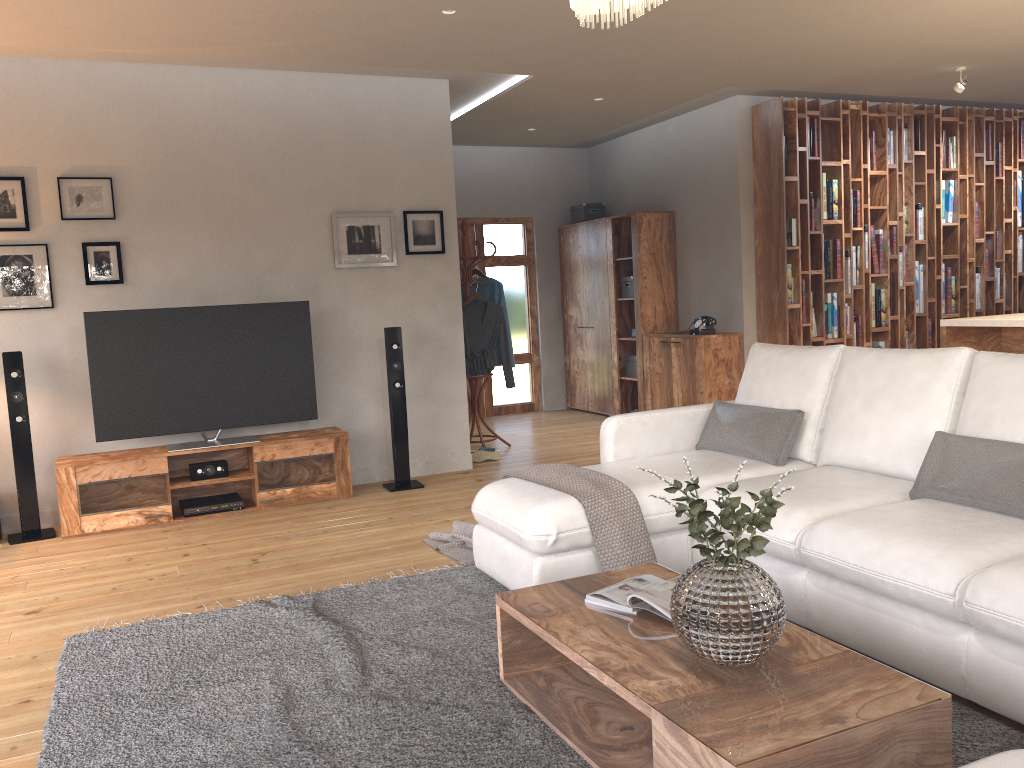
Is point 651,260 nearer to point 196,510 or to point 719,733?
point 196,510

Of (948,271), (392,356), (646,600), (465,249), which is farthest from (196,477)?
(948,271)

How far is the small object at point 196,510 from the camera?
5.4 meters

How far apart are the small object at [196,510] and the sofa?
2.2 meters

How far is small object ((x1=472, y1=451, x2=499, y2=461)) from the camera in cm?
678

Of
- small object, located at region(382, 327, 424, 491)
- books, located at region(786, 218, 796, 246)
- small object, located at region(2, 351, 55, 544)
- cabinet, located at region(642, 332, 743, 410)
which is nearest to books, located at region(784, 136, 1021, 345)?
books, located at region(786, 218, 796, 246)

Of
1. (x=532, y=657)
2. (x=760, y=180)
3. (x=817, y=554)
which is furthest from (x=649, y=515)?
(x=760, y=180)

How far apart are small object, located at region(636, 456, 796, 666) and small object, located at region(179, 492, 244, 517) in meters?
3.9

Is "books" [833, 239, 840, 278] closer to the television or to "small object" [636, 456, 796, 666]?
the television

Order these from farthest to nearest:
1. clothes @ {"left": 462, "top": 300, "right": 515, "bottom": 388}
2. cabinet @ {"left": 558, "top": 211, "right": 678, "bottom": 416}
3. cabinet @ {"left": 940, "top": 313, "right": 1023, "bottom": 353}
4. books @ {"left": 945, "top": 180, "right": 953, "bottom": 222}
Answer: cabinet @ {"left": 558, "top": 211, "right": 678, "bottom": 416}
books @ {"left": 945, "top": 180, "right": 953, "bottom": 222}
clothes @ {"left": 462, "top": 300, "right": 515, "bottom": 388}
cabinet @ {"left": 940, "top": 313, "right": 1023, "bottom": 353}
